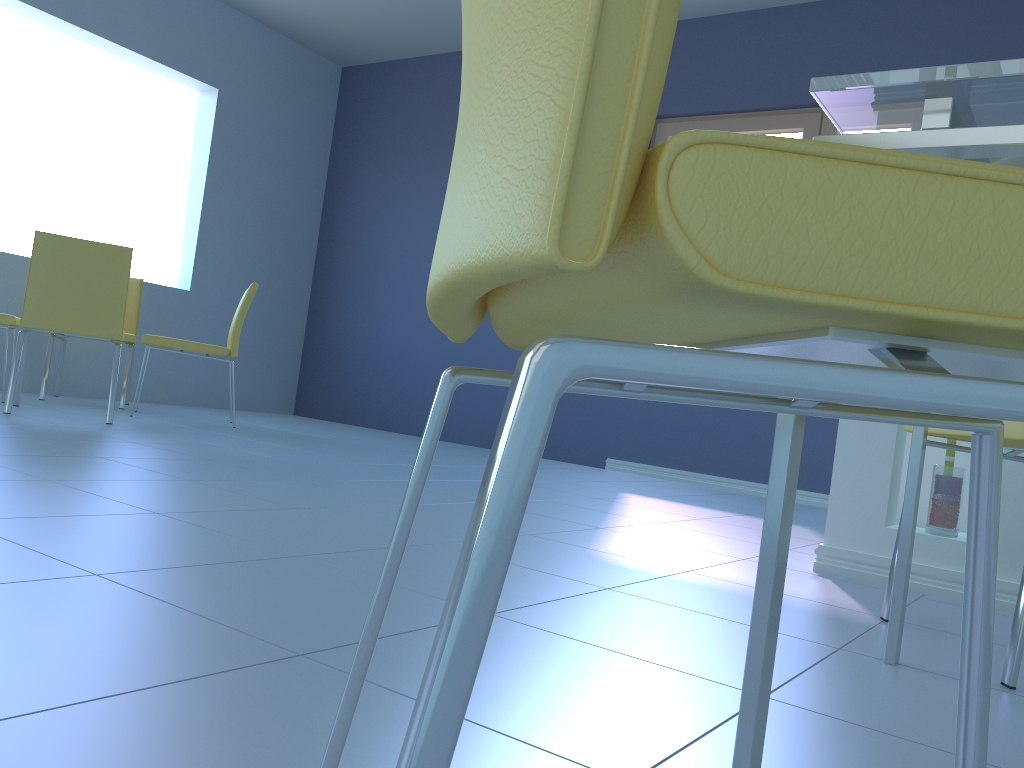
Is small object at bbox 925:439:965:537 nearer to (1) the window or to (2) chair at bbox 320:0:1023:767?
(2) chair at bbox 320:0:1023:767

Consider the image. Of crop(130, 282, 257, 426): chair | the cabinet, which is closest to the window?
crop(130, 282, 257, 426): chair

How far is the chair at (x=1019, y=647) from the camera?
1.20m

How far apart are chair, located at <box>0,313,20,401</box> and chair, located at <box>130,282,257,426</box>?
0.52m

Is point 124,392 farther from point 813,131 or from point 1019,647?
point 1019,647

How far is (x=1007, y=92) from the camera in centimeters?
67cm

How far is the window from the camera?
4.4m

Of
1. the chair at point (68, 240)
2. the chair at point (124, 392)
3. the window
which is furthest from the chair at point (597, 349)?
the chair at point (124, 392)

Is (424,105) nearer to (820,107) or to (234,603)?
(820,107)

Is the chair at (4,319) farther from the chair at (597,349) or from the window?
the chair at (597,349)
